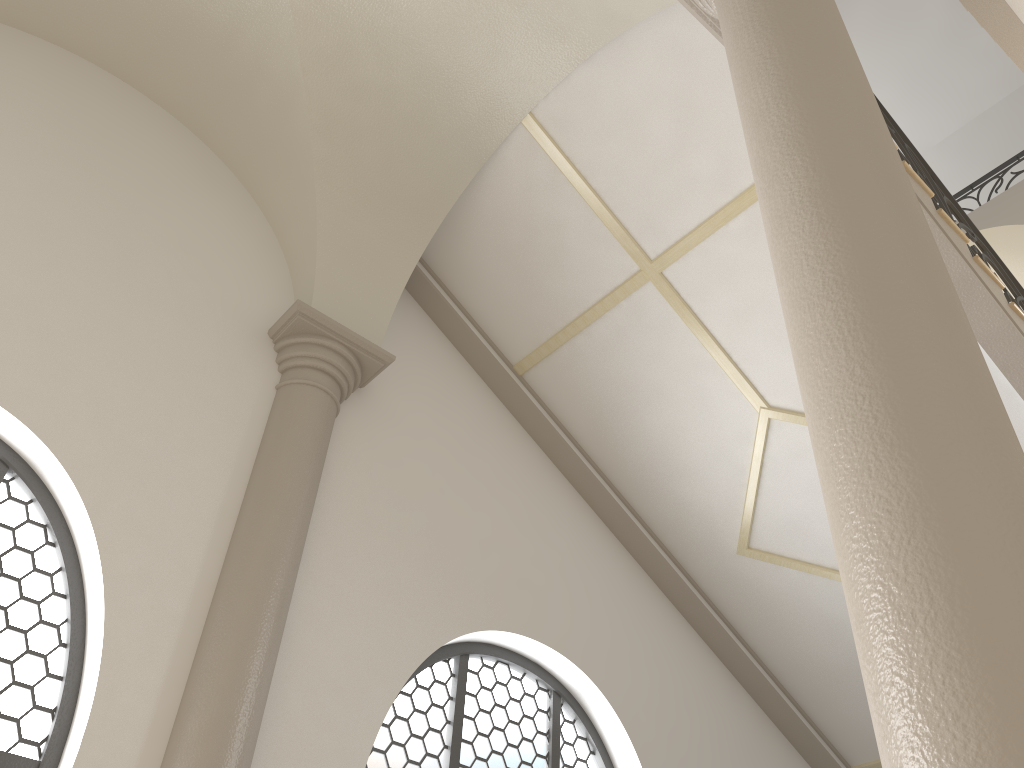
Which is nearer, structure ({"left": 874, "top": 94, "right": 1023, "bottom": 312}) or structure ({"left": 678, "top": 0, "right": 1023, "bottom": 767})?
structure ({"left": 678, "top": 0, "right": 1023, "bottom": 767})

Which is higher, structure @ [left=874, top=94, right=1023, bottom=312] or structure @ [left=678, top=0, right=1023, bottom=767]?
structure @ [left=874, top=94, right=1023, bottom=312]

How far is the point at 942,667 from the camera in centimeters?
136cm

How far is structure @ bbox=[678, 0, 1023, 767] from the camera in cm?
136

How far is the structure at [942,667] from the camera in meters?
1.4

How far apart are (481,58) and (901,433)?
4.3 meters

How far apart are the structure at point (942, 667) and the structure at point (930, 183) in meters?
2.4

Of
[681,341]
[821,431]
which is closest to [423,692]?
[681,341]

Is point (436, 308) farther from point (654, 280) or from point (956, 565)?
point (956, 565)

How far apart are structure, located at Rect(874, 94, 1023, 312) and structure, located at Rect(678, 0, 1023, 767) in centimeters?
244cm
